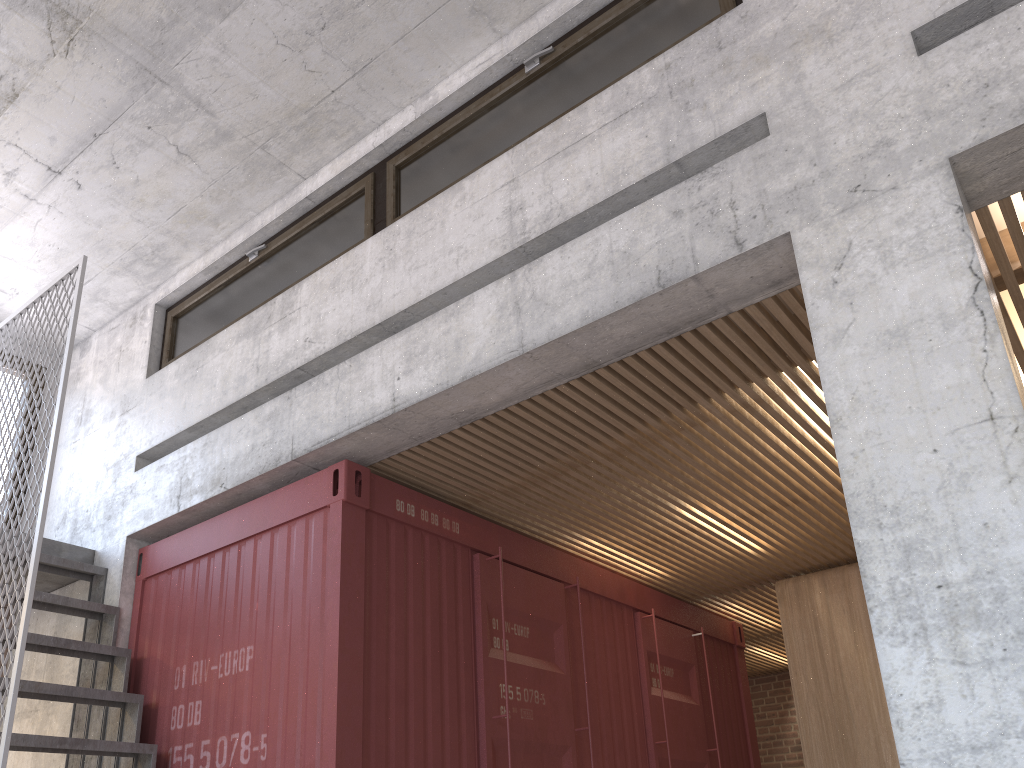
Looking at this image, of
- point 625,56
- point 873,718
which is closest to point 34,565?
point 625,56

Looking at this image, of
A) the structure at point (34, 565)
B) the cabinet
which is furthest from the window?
the cabinet

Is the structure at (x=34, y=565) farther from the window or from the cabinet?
the cabinet

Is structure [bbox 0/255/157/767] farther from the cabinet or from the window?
the cabinet

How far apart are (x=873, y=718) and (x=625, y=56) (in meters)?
4.61

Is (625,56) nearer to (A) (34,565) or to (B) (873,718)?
(A) (34,565)

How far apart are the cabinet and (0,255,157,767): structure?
4.3m

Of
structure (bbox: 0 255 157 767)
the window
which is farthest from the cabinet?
structure (bbox: 0 255 157 767)

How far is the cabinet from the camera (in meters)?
5.97

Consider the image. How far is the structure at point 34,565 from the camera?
3.8m
